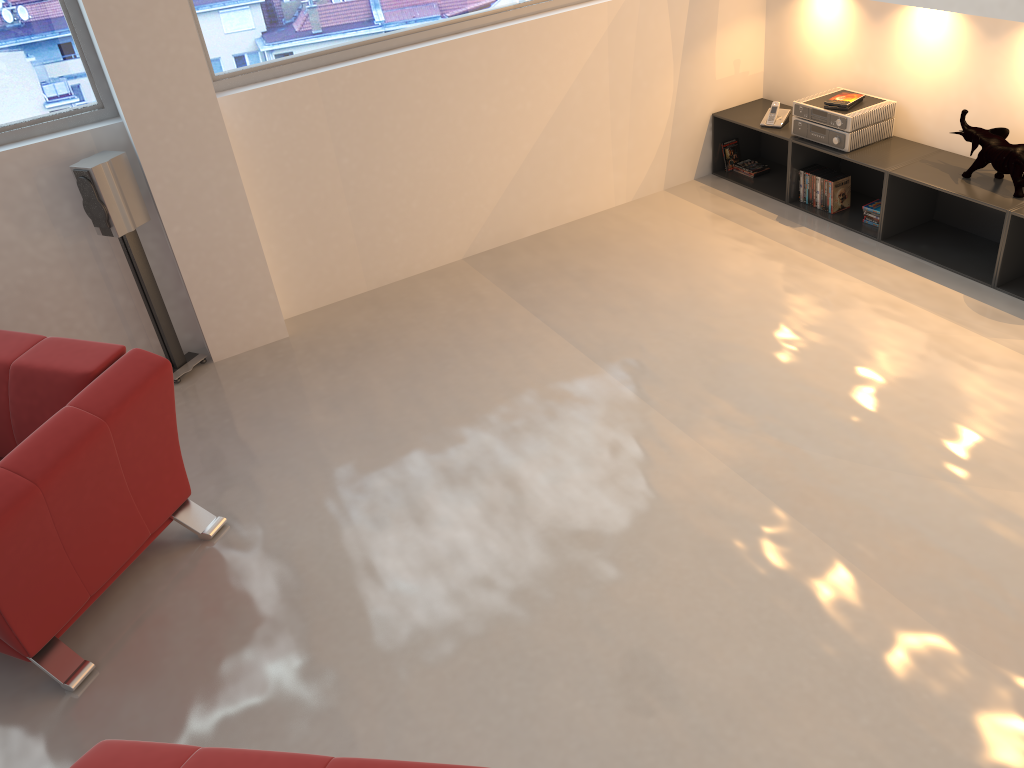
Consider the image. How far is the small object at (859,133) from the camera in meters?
4.7 m

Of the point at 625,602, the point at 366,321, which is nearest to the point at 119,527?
the point at 625,602

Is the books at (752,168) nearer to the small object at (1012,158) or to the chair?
the small object at (1012,158)

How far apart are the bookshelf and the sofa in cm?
363

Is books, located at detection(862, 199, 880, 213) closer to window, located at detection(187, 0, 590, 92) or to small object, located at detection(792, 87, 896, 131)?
small object, located at detection(792, 87, 896, 131)

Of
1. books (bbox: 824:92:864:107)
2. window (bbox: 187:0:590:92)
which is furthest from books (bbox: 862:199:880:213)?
window (bbox: 187:0:590:92)

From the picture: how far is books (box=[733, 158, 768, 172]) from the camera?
5.6m

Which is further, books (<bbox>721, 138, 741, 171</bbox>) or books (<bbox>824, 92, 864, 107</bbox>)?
books (<bbox>721, 138, 741, 171</bbox>)

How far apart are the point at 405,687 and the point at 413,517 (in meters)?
0.77

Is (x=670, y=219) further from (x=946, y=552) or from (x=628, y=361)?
(x=946, y=552)
